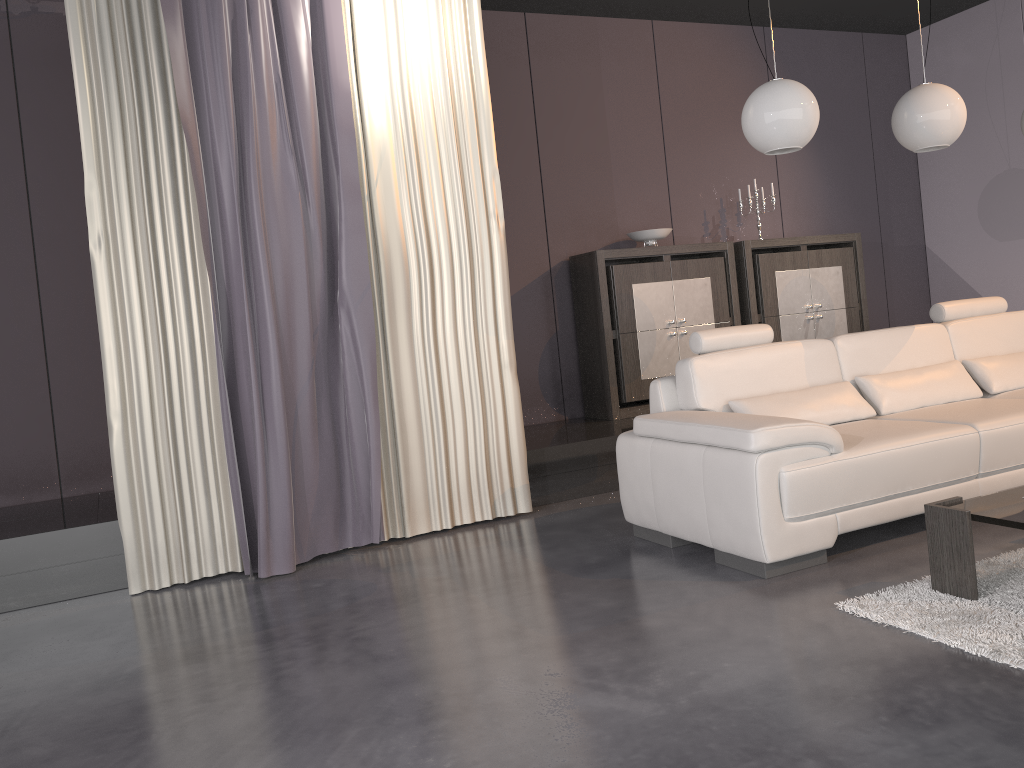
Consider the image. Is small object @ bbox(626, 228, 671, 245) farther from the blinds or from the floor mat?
the floor mat

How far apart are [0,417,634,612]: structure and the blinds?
0.2 meters

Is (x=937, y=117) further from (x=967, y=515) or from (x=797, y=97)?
(x=967, y=515)

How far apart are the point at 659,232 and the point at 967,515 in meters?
3.5

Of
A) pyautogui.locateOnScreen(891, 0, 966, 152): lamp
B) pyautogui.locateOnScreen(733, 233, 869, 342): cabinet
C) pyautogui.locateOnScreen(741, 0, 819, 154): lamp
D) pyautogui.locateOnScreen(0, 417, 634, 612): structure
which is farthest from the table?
pyautogui.locateOnScreen(733, 233, 869, 342): cabinet

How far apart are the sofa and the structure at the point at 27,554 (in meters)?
0.92

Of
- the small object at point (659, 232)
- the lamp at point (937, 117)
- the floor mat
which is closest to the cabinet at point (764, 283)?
the small object at point (659, 232)

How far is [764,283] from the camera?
6.1m

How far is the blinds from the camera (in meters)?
Result: 3.71

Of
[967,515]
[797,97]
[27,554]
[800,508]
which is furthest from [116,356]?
[967,515]
